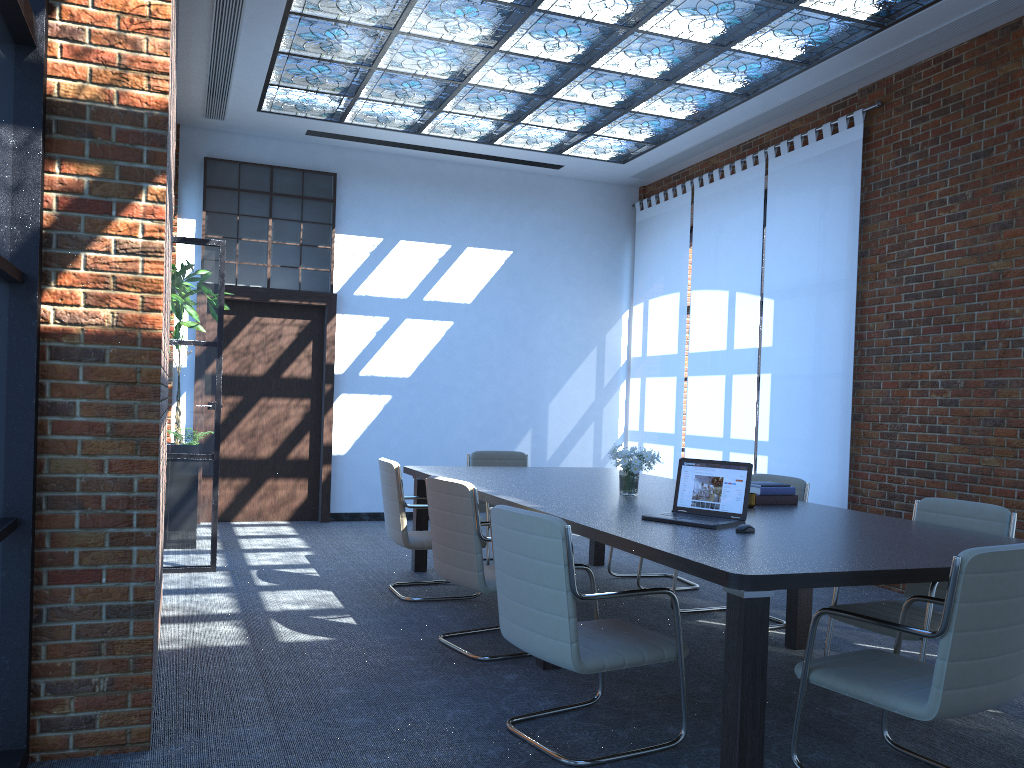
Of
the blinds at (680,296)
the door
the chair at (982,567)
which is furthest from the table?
the door

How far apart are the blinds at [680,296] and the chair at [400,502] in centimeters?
420cm

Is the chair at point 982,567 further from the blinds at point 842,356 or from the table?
the blinds at point 842,356

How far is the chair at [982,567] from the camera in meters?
2.8

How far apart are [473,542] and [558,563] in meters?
1.3

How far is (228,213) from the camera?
9.1m

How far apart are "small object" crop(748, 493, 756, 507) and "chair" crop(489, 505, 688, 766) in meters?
1.3 m

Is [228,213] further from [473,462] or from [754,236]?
[754,236]

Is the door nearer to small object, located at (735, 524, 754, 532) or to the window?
the window

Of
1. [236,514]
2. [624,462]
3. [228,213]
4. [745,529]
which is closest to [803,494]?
[624,462]
